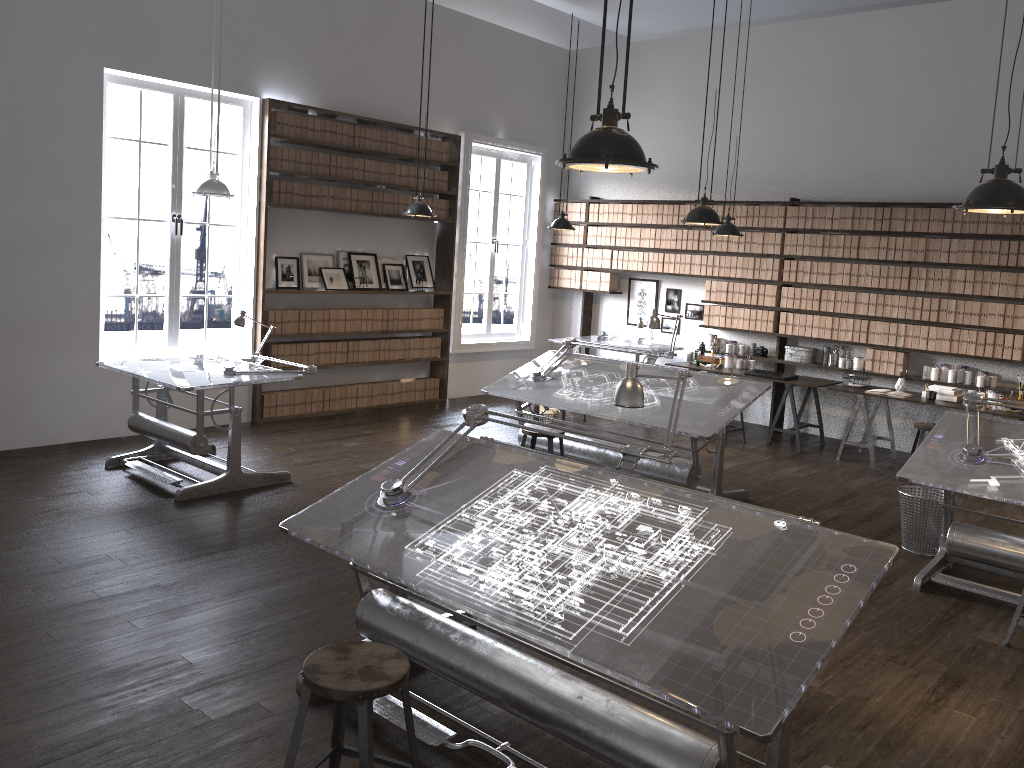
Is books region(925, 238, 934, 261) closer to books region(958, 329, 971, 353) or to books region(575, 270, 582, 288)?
books region(958, 329, 971, 353)

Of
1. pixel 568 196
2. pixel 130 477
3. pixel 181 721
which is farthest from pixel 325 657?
pixel 568 196

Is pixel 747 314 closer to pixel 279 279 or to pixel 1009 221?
pixel 1009 221

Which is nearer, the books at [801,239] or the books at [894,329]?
the books at [894,329]

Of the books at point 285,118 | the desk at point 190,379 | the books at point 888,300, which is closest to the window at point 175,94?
the books at point 285,118

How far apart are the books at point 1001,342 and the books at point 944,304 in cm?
50

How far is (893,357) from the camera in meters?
8.5 m

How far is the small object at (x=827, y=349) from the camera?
9.1m

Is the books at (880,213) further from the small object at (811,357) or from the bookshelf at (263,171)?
the bookshelf at (263,171)

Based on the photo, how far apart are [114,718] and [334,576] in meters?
1.6 m
